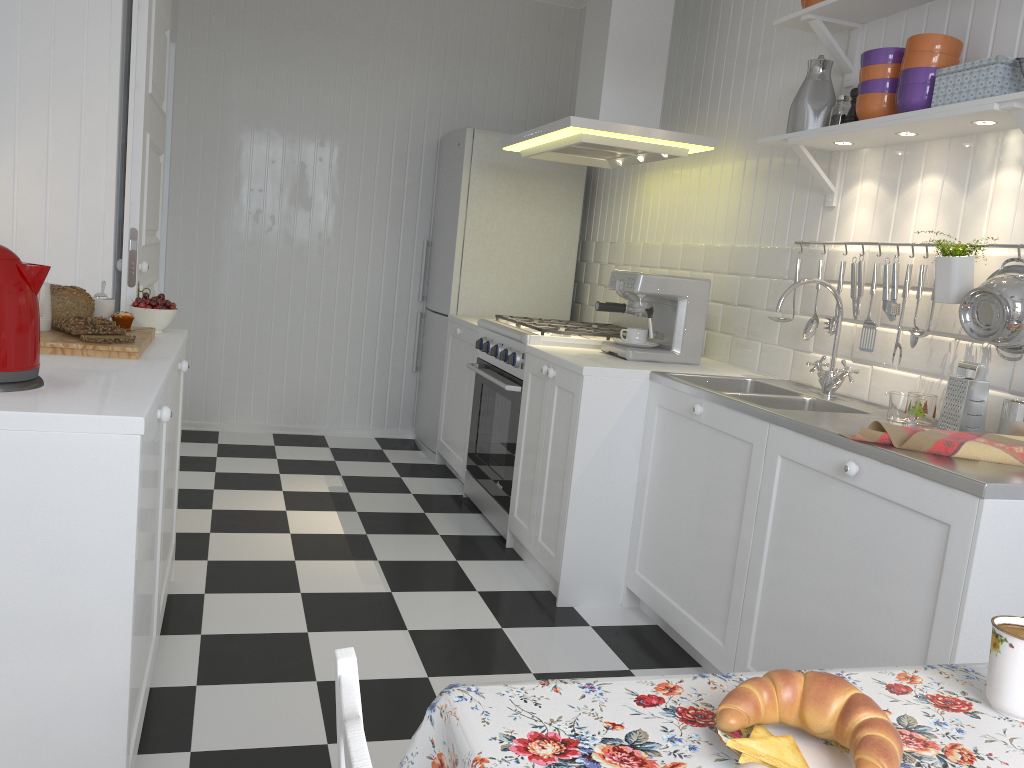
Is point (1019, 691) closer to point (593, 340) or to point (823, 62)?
point (823, 62)

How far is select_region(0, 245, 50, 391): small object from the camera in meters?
1.5 m

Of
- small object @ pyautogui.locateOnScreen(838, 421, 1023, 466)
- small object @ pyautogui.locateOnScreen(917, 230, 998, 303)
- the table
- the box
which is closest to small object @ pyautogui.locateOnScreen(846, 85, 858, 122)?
the box

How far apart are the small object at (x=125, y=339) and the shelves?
2.0m

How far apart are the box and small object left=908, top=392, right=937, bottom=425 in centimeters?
76cm

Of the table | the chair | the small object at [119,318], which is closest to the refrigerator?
the small object at [119,318]

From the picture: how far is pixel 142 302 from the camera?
2.55m

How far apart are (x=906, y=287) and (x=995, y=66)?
0.62m

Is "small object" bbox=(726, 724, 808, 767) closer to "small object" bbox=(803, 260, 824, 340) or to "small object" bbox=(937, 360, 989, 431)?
"small object" bbox=(937, 360, 989, 431)

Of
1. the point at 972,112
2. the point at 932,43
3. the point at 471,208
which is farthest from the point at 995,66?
the point at 471,208
